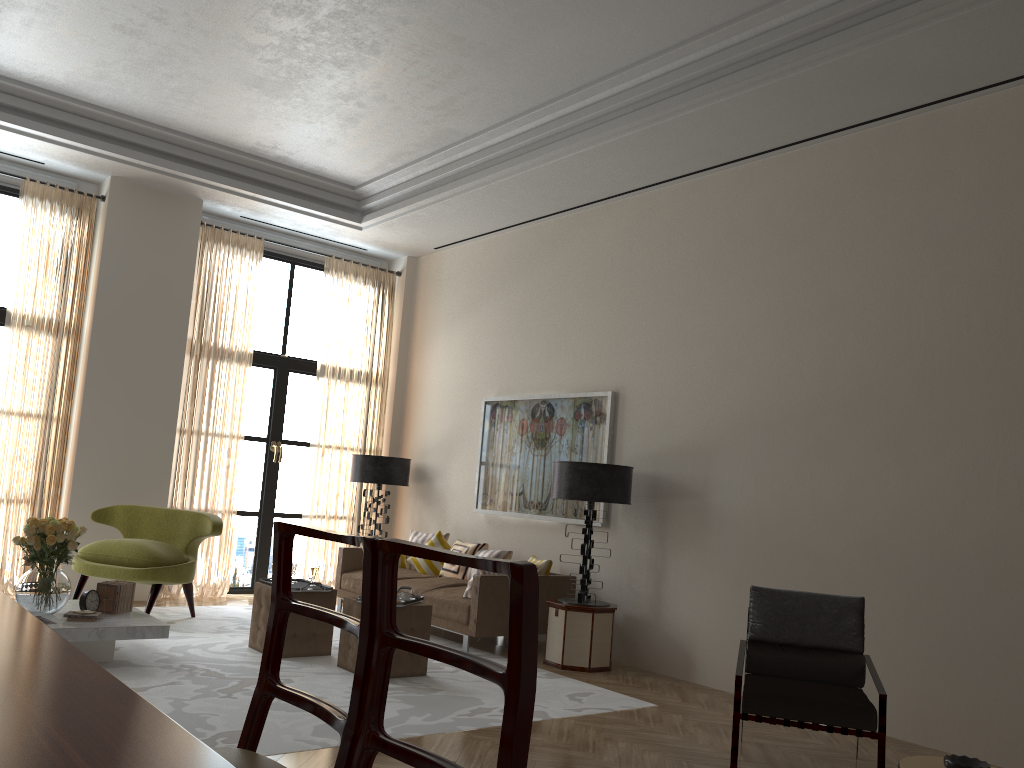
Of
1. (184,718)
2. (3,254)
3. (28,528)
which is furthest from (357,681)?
(3,254)

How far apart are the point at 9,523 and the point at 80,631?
3.97m

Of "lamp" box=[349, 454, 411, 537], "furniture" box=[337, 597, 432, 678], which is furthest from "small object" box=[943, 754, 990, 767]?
"lamp" box=[349, 454, 411, 537]

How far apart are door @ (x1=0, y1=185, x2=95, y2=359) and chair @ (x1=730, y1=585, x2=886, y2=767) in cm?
900

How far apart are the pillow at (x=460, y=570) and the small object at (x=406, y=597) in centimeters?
254cm

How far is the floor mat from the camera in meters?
5.8 m

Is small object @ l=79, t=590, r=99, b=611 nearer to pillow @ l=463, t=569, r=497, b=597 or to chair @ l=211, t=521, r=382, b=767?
pillow @ l=463, t=569, r=497, b=597

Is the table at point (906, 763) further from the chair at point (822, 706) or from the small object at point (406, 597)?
the small object at point (406, 597)

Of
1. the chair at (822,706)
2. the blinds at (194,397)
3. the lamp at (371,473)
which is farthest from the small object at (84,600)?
the chair at (822,706)

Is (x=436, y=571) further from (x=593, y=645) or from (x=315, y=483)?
(x=593, y=645)
